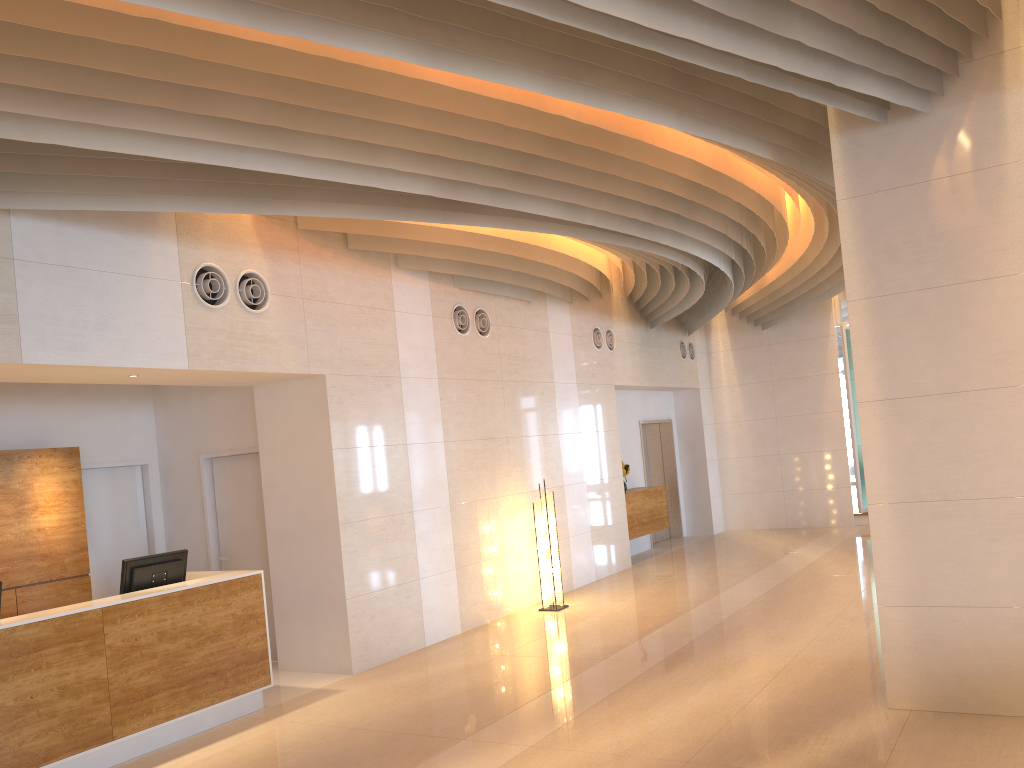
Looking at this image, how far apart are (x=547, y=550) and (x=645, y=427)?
5.9 meters

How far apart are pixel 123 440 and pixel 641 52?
6.63m

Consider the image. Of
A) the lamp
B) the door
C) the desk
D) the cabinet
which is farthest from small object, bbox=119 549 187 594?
the door

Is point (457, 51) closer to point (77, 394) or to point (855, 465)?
point (77, 394)

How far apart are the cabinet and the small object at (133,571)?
7.19m

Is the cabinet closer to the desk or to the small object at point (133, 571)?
the desk

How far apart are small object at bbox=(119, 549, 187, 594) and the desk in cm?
10

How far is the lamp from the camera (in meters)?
9.78

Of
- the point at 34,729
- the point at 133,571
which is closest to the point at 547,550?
the point at 133,571

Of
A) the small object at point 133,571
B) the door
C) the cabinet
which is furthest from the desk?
the door
